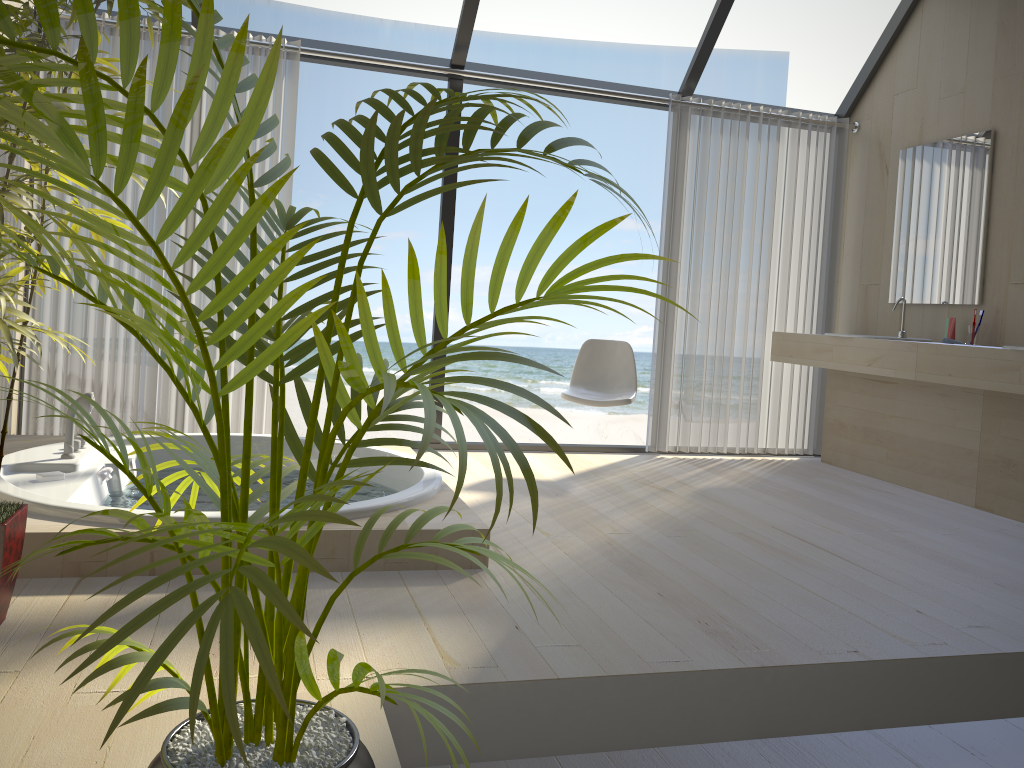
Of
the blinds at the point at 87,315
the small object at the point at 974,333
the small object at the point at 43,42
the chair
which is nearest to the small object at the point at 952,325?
the small object at the point at 974,333

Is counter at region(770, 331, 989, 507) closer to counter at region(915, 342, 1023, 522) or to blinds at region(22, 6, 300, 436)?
counter at region(915, 342, 1023, 522)

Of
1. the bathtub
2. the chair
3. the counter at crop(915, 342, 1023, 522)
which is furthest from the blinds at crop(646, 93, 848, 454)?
the bathtub

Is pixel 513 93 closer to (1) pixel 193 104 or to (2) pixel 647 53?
(1) pixel 193 104

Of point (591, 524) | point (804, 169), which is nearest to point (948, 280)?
point (804, 169)

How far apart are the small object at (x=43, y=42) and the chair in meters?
2.6

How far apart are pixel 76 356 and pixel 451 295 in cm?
1103

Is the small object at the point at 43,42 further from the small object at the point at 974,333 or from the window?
the small object at the point at 974,333

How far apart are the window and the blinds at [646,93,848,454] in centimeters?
9cm

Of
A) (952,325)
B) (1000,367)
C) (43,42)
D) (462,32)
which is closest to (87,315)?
(462,32)
